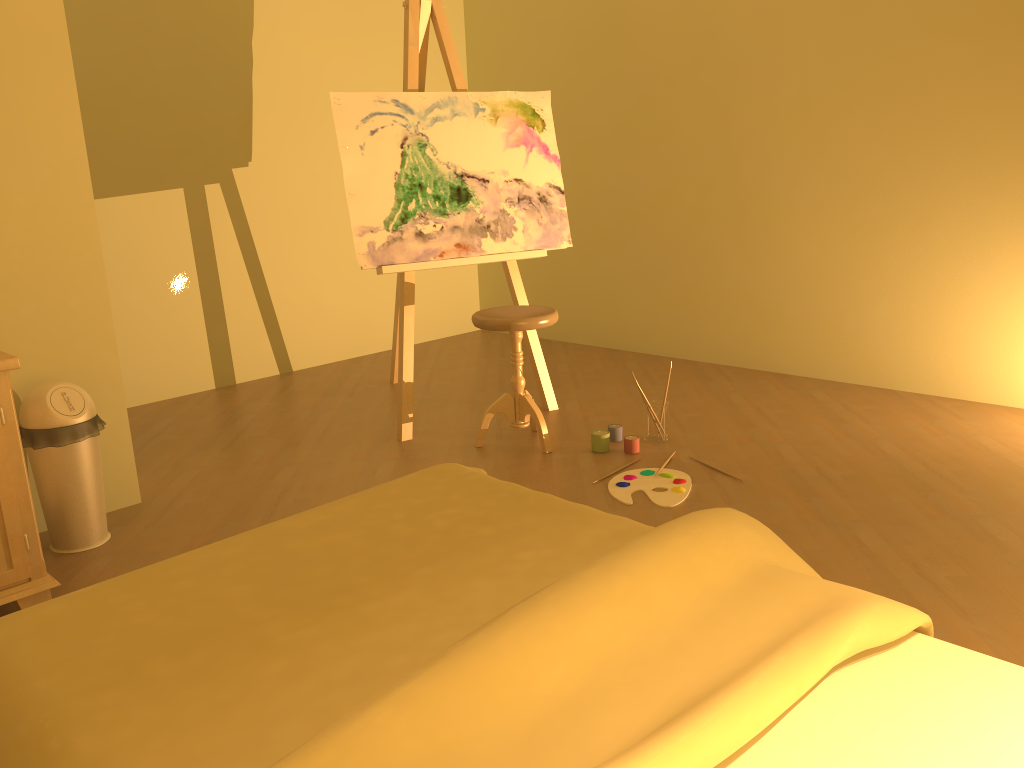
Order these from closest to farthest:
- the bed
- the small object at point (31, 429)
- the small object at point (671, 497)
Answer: the bed, the small object at point (31, 429), the small object at point (671, 497)

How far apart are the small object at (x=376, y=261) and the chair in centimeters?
32cm

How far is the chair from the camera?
3.40m

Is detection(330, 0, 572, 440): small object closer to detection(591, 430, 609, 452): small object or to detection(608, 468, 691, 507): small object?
detection(591, 430, 609, 452): small object

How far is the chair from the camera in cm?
340

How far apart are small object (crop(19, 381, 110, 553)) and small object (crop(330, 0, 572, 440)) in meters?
1.2

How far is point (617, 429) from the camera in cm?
363

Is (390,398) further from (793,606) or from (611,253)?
(793,606)

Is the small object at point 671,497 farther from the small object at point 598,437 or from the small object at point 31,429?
the small object at point 31,429

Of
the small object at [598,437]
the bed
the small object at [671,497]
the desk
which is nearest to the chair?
the small object at [598,437]
